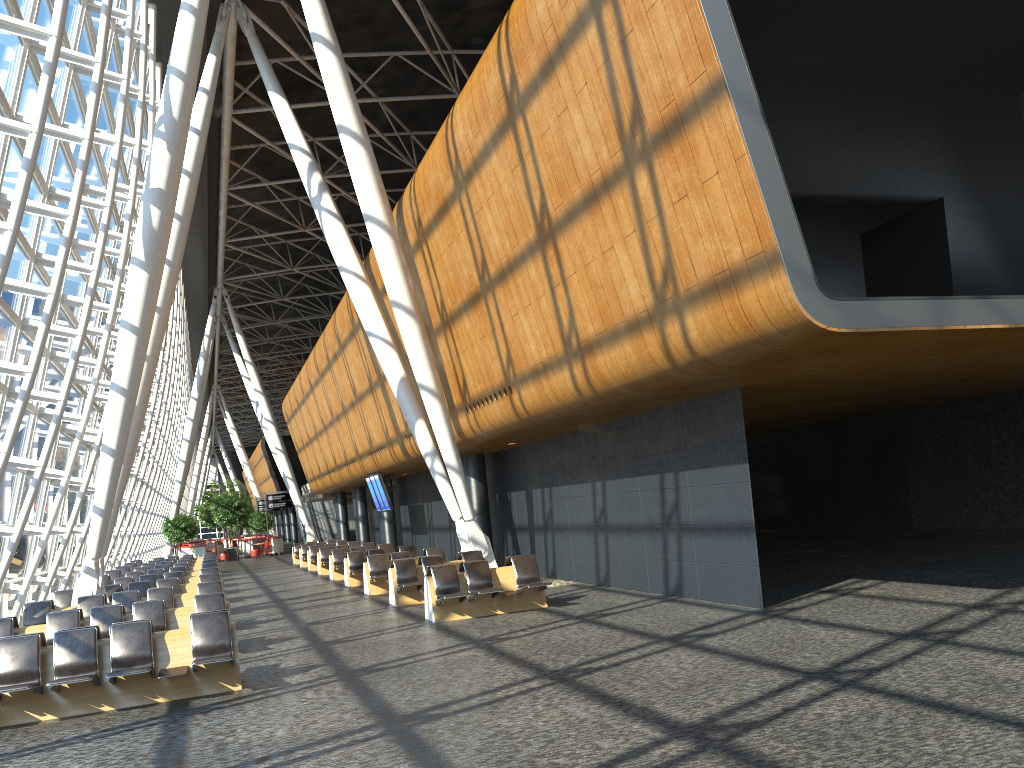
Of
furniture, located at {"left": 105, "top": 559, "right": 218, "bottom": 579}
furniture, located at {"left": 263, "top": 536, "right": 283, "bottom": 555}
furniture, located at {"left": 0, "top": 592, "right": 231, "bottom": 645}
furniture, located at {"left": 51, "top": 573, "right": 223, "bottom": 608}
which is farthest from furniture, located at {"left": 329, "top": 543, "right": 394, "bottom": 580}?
furniture, located at {"left": 263, "top": 536, "right": 283, "bottom": 555}

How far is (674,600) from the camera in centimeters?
1341cm

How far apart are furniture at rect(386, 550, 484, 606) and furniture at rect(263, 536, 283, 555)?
32.97m

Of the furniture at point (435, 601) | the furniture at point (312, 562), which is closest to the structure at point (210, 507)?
the furniture at point (312, 562)

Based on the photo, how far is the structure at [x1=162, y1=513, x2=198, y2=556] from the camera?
44.8 meters

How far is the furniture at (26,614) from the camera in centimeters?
1422cm

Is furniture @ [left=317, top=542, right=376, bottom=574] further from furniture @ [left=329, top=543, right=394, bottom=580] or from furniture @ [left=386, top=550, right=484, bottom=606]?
furniture @ [left=386, top=550, right=484, bottom=606]

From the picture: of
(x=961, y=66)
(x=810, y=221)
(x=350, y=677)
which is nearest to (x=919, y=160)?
(x=961, y=66)

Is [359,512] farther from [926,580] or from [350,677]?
[350,677]

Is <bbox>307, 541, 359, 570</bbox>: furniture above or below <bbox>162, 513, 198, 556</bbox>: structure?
below
